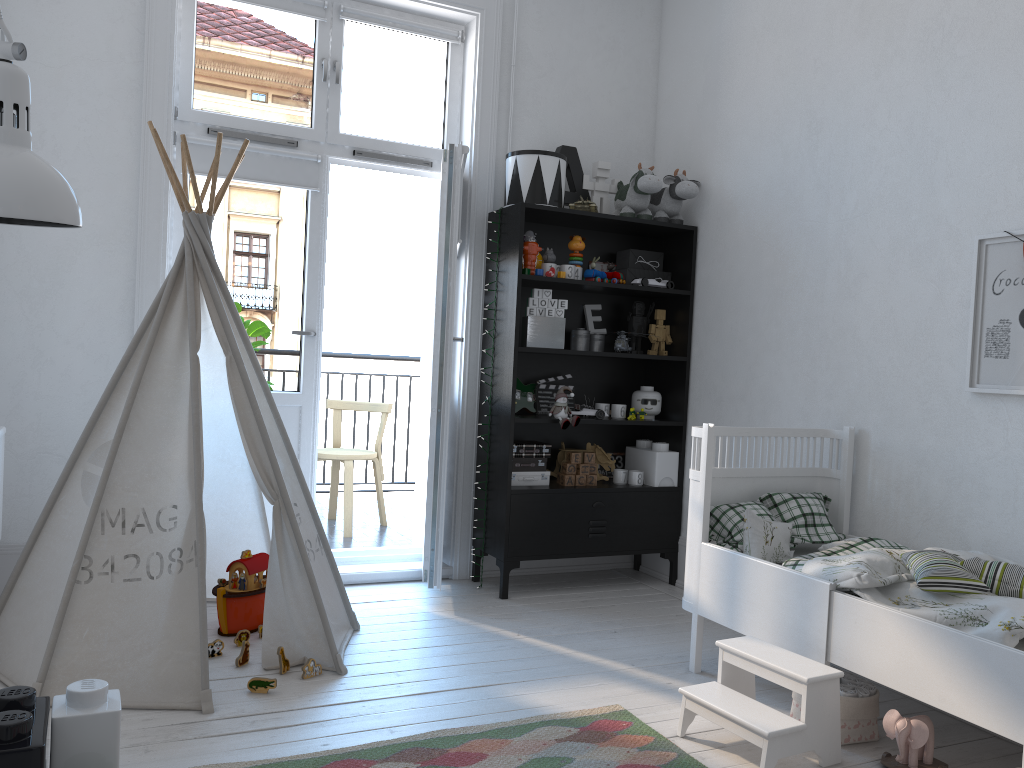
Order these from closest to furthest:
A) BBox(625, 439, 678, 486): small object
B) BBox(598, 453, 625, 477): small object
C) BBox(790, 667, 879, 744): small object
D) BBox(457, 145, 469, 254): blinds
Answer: BBox(790, 667, 879, 744): small object < BBox(457, 145, 469, 254): blinds < BBox(625, 439, 678, 486): small object < BBox(598, 453, 625, 477): small object

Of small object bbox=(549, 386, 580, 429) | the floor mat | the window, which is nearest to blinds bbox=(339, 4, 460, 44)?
the window

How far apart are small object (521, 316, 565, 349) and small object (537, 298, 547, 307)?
0.1 meters

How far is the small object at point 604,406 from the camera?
4.1m

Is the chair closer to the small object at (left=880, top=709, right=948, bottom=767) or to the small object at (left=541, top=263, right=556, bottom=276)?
the small object at (left=541, top=263, right=556, bottom=276)

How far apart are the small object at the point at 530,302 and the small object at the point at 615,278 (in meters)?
0.44

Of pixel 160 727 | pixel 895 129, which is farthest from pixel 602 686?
pixel 895 129

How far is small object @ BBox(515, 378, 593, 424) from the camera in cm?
405

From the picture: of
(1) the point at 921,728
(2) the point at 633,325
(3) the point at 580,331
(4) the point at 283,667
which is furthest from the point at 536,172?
(1) the point at 921,728

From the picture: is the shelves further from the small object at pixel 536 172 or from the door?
the door
